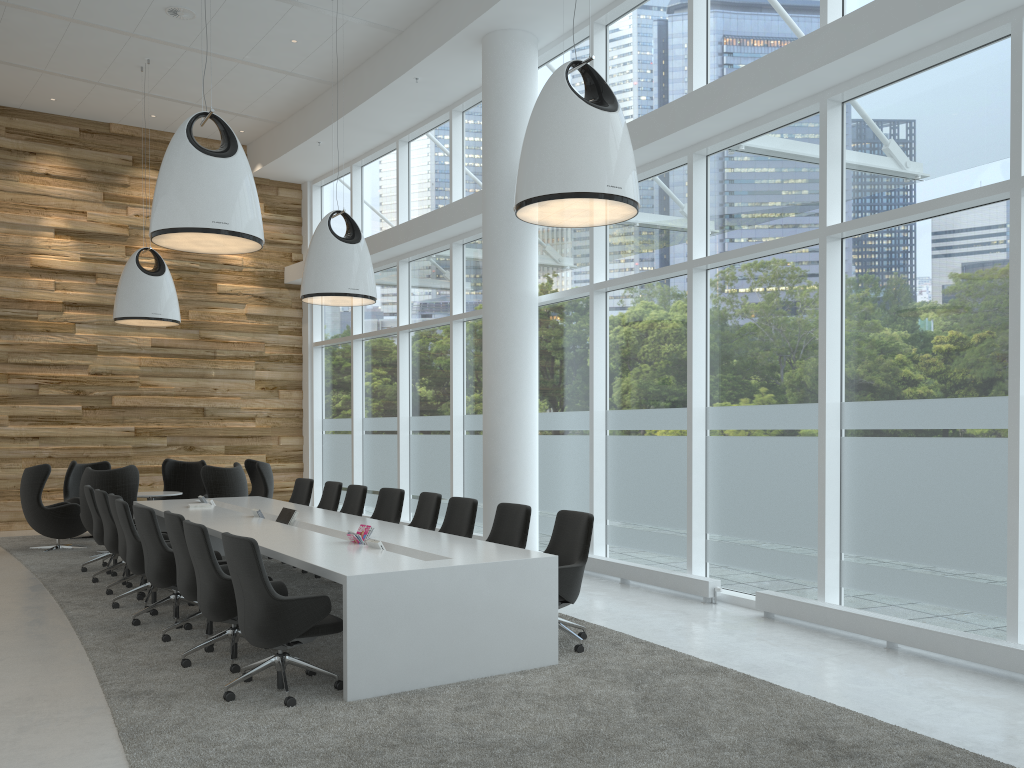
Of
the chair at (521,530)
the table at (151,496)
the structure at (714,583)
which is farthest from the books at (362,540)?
the table at (151,496)

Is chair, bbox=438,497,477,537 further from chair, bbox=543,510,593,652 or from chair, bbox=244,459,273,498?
chair, bbox=244,459,273,498

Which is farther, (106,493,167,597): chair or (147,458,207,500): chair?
(147,458,207,500): chair

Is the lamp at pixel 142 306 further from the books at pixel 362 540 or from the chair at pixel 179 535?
the books at pixel 362 540

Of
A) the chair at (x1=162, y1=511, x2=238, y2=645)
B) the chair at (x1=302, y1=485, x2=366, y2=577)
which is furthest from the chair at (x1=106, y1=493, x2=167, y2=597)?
the chair at (x1=302, y1=485, x2=366, y2=577)

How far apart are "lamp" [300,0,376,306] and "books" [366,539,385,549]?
4.4m

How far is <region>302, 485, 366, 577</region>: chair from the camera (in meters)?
9.65

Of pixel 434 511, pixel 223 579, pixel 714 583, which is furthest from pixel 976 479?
pixel 223 579

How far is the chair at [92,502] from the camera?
9.7m

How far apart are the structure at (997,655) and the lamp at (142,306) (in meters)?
8.81
